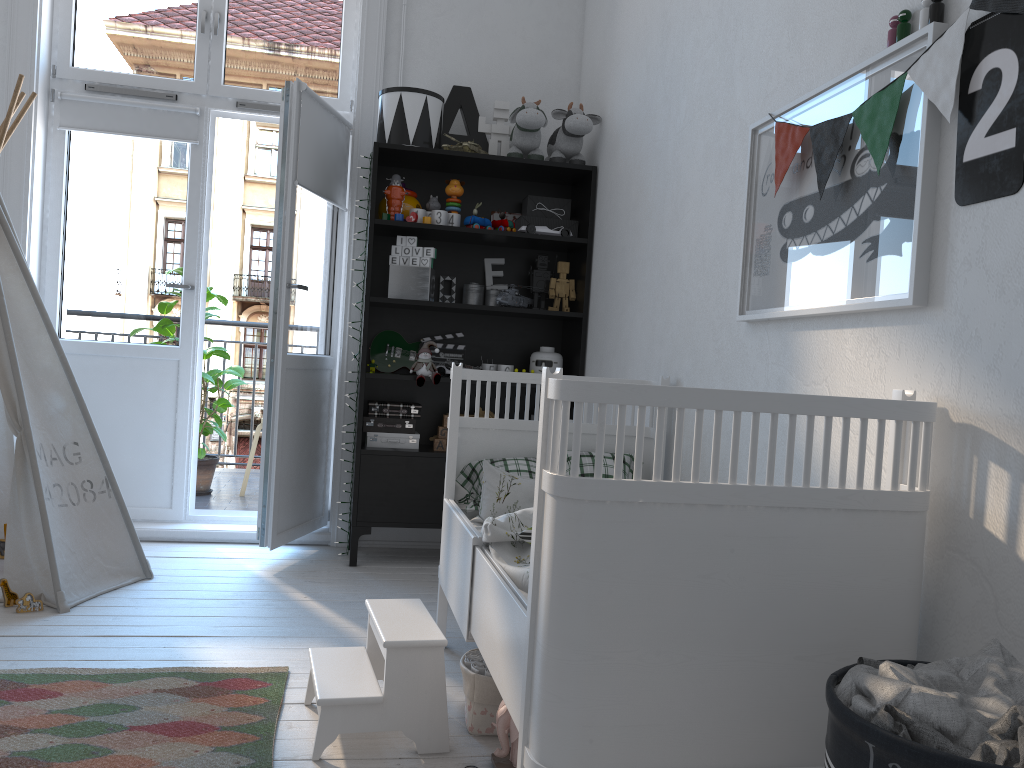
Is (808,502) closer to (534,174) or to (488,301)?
(488,301)

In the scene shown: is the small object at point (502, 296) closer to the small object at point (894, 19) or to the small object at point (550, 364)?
the small object at point (550, 364)

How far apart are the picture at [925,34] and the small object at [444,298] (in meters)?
1.83

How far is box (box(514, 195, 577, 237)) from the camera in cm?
377

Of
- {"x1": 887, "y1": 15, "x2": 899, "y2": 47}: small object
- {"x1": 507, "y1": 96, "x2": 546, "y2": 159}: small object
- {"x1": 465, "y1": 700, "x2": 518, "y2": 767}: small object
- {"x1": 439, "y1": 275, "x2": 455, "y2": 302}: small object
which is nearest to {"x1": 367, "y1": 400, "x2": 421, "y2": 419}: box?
{"x1": 439, "y1": 275, "x2": 455, "y2": 302}: small object

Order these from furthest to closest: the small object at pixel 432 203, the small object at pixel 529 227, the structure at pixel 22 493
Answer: the small object at pixel 432 203
the small object at pixel 529 227
the structure at pixel 22 493

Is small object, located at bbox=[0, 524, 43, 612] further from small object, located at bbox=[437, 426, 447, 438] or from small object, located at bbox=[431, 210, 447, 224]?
small object, located at bbox=[431, 210, 447, 224]

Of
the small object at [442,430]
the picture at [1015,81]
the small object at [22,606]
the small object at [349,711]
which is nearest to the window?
the small object at [442,430]

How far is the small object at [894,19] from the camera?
1.67m

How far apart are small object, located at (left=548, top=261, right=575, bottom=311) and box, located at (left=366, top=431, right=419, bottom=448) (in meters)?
0.80
